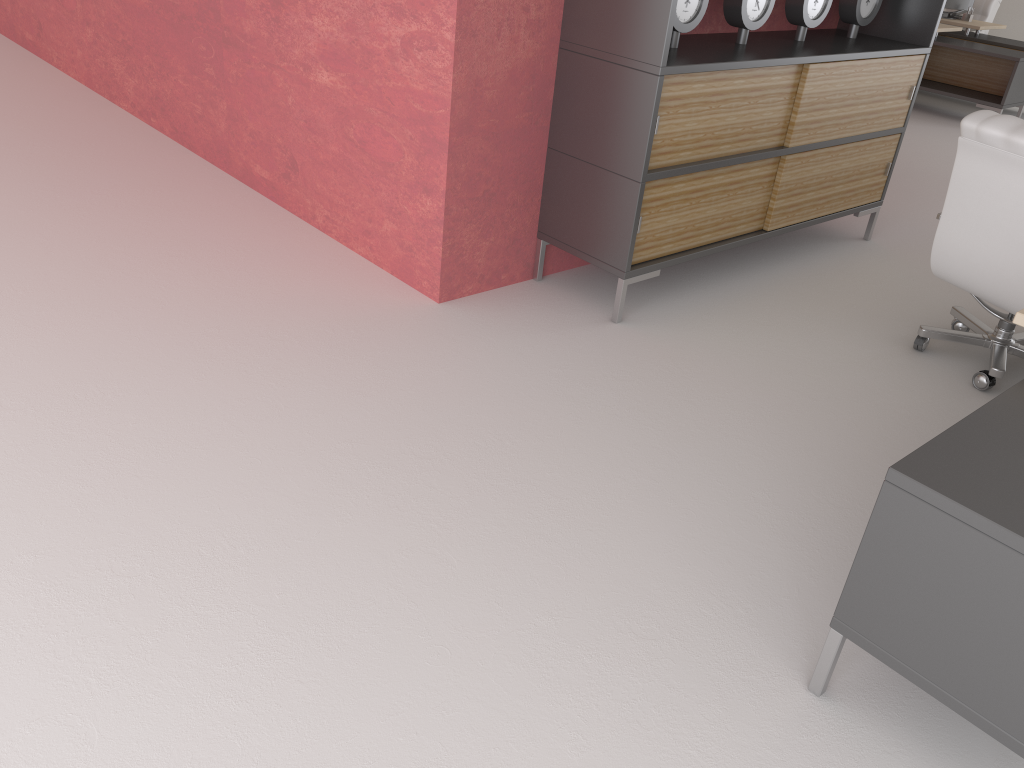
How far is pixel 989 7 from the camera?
15.4m

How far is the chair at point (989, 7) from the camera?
15.4m

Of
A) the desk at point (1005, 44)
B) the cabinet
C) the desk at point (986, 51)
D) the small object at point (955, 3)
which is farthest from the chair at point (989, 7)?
the cabinet

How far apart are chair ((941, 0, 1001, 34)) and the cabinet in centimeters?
992cm

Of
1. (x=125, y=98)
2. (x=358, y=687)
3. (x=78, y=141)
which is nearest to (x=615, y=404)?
(x=358, y=687)

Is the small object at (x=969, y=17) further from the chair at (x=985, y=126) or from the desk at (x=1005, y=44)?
the chair at (x=985, y=126)

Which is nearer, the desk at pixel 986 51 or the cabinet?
the cabinet

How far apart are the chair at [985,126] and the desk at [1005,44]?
10.1m

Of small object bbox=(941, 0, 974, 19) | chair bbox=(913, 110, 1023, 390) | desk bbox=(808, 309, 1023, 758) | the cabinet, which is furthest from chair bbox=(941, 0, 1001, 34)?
desk bbox=(808, 309, 1023, 758)

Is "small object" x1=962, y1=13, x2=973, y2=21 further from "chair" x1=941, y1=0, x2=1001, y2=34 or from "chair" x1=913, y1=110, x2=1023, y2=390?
"chair" x1=913, y1=110, x2=1023, y2=390
